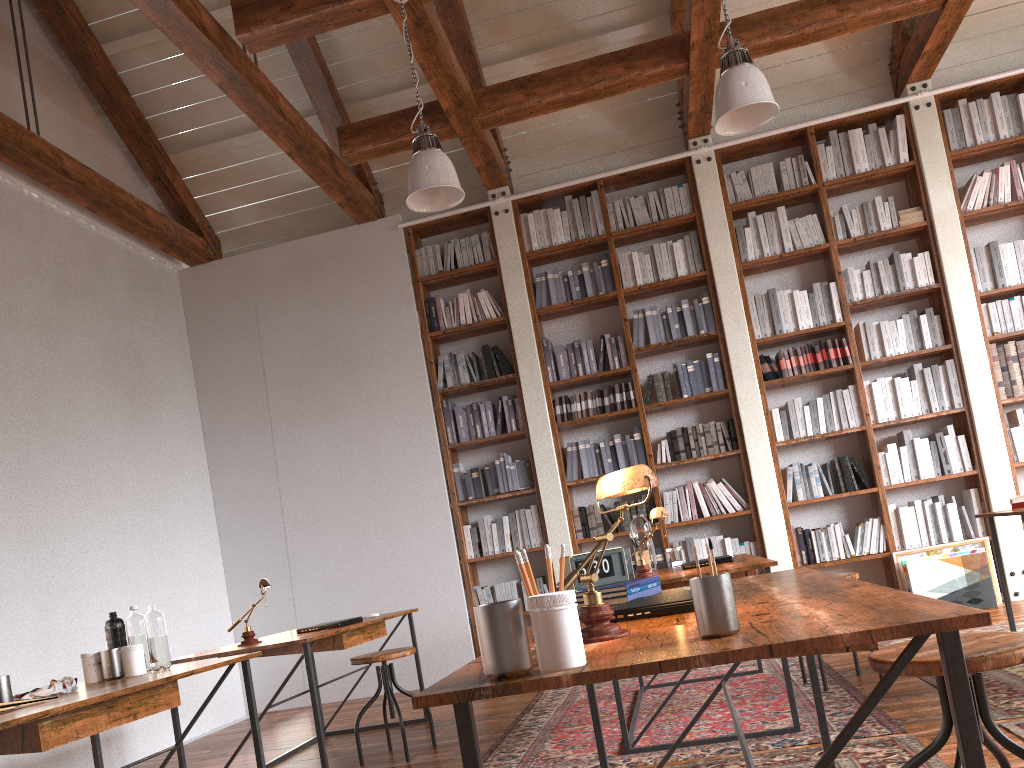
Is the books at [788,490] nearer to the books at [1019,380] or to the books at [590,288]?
the books at [1019,380]

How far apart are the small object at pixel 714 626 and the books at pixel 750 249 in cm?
554

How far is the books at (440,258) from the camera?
6.87m

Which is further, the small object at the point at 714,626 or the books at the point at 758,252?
the books at the point at 758,252

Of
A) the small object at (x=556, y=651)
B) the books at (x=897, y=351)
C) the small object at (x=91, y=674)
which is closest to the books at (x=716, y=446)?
the books at (x=897, y=351)

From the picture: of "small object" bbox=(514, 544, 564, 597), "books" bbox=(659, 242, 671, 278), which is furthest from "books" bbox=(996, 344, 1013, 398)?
"small object" bbox=(514, 544, 564, 597)

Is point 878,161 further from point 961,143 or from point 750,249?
point 750,249

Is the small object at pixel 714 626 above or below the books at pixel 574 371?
below

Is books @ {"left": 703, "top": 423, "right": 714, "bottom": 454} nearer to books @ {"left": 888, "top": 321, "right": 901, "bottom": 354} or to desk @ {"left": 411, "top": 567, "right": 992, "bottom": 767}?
books @ {"left": 888, "top": 321, "right": 901, "bottom": 354}

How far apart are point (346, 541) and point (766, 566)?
4.09m
